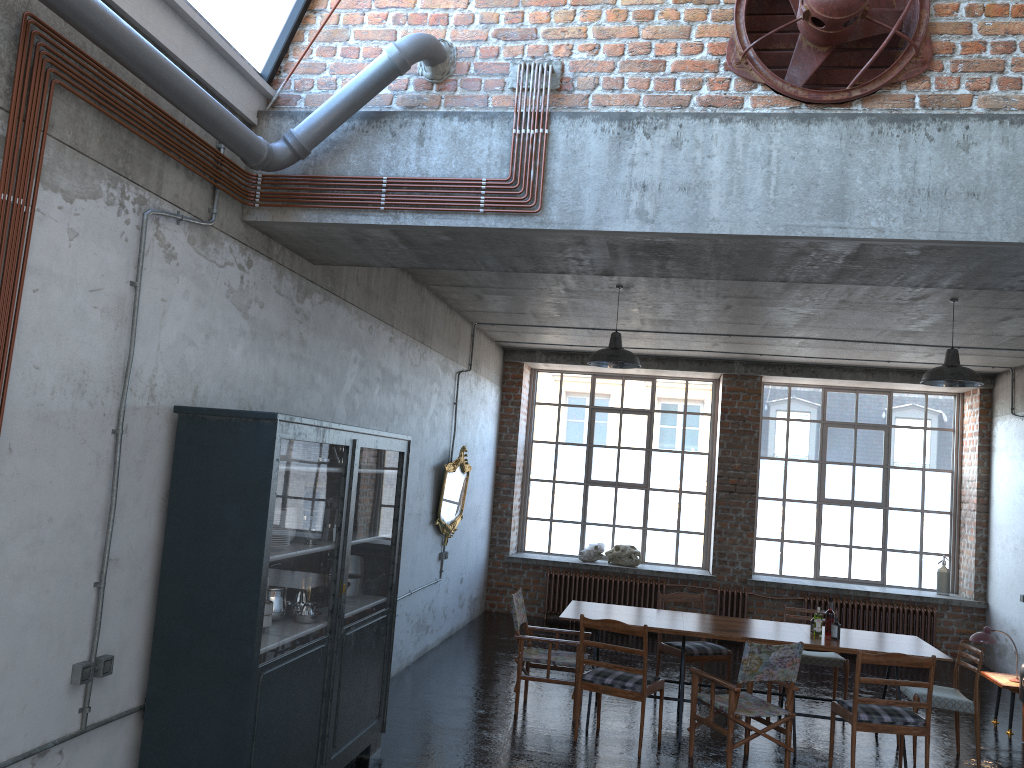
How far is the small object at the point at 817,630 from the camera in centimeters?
756cm

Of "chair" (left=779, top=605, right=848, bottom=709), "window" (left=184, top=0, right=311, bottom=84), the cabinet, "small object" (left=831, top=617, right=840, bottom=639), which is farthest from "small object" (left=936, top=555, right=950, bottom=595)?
"window" (left=184, top=0, right=311, bottom=84)

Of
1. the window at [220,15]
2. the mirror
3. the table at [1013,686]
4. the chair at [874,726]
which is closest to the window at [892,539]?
the mirror

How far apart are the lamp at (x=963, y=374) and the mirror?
4.91m

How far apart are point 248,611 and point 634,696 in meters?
3.6 m

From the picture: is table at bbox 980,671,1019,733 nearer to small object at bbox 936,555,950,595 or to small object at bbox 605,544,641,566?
small object at bbox 936,555,950,595

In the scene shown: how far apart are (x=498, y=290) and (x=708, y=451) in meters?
5.8 m

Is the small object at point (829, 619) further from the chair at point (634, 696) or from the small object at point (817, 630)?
the chair at point (634, 696)

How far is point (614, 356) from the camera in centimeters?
808cm

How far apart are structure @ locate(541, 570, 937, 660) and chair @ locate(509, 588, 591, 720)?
4.5m
